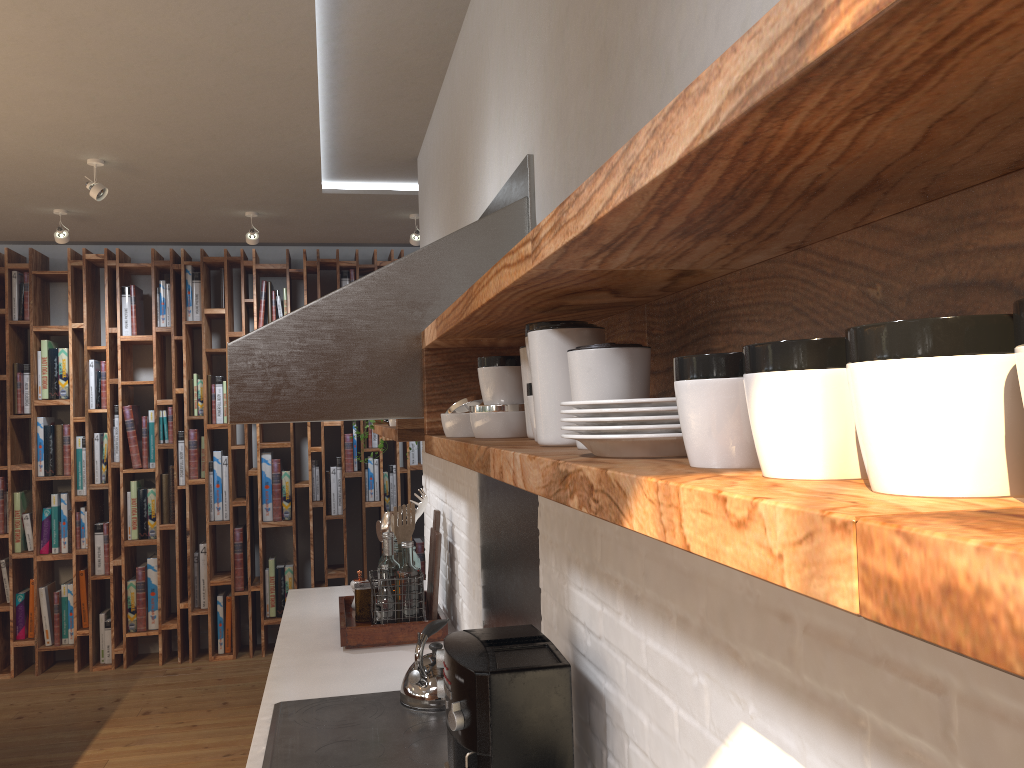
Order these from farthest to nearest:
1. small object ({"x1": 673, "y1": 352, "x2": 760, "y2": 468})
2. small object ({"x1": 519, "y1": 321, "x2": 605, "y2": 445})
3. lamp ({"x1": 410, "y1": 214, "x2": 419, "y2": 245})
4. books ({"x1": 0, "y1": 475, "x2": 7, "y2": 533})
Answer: books ({"x1": 0, "y1": 475, "x2": 7, "y2": 533}) → lamp ({"x1": 410, "y1": 214, "x2": 419, "y2": 245}) → small object ({"x1": 519, "y1": 321, "x2": 605, "y2": 445}) → small object ({"x1": 673, "y1": 352, "x2": 760, "y2": 468})

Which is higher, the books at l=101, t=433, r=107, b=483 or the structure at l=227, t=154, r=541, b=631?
the structure at l=227, t=154, r=541, b=631

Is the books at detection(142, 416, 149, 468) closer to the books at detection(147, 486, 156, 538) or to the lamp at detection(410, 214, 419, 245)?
the books at detection(147, 486, 156, 538)

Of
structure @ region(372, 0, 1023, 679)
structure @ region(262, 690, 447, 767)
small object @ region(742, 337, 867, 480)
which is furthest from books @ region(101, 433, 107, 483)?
small object @ region(742, 337, 867, 480)

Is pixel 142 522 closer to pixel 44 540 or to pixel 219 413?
pixel 44 540

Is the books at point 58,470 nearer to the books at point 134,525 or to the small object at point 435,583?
the books at point 134,525

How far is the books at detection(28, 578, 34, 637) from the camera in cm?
563

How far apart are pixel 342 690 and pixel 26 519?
4.1 meters

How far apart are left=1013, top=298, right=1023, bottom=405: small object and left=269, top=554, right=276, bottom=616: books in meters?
6.0

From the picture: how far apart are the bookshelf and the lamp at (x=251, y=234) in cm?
92
